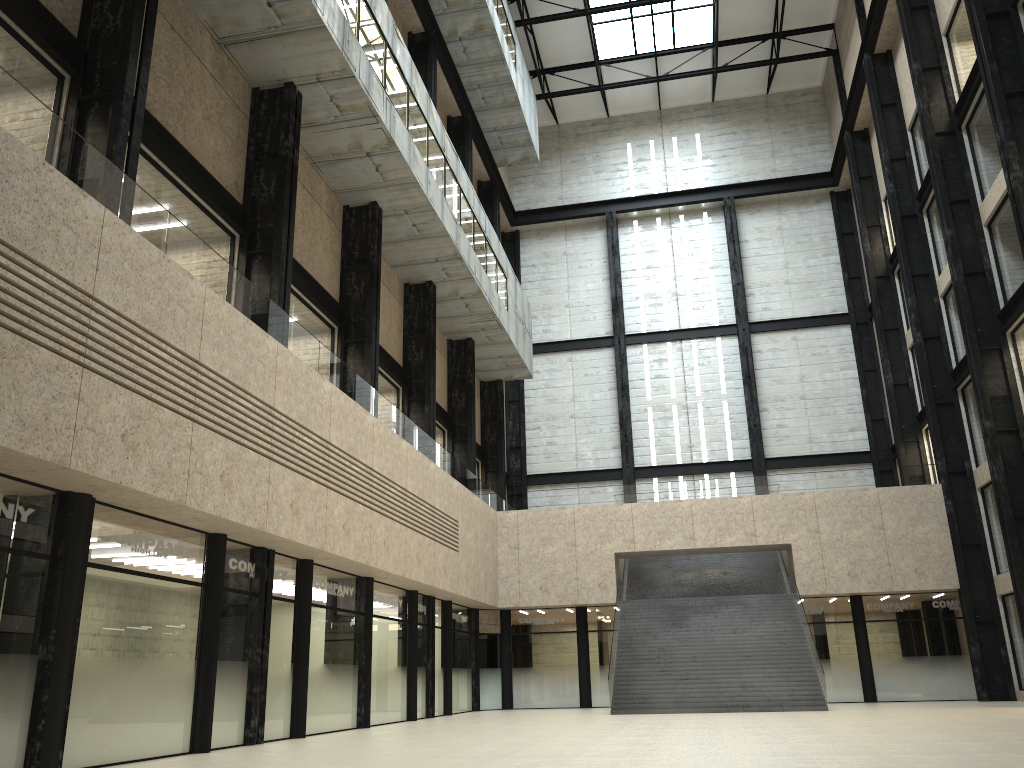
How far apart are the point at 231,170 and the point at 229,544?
13.30m
